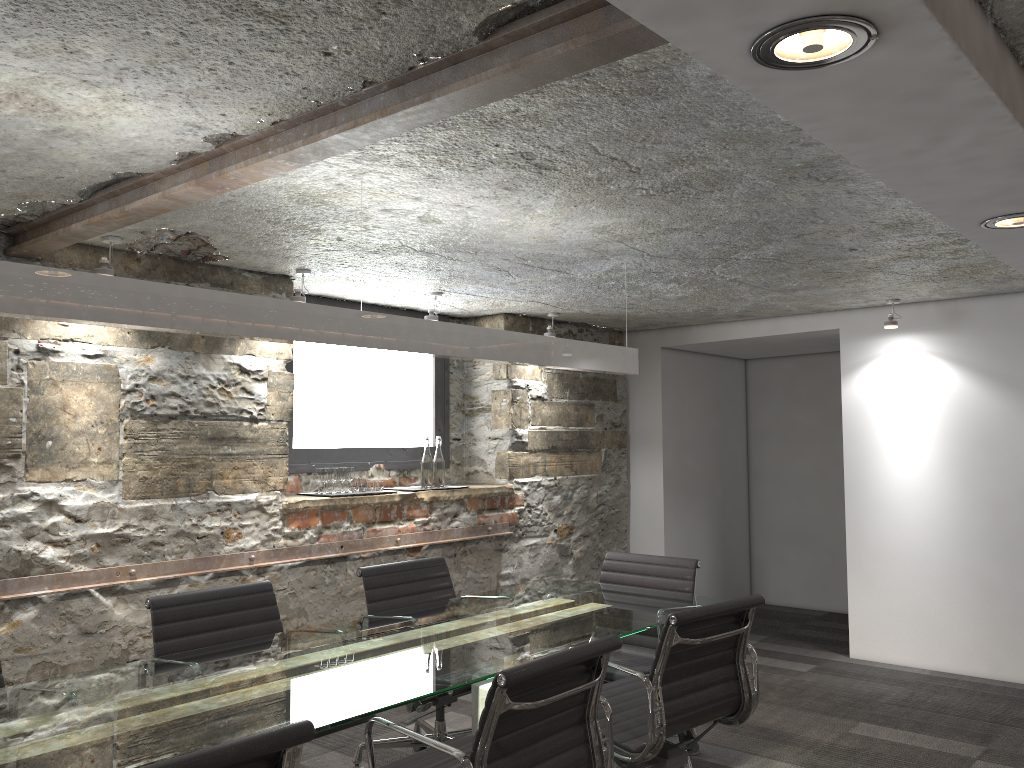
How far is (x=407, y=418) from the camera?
5.40m

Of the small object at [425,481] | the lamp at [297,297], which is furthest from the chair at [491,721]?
the small object at [425,481]

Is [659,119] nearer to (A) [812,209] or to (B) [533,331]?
(A) [812,209]

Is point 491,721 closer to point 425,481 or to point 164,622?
point 164,622

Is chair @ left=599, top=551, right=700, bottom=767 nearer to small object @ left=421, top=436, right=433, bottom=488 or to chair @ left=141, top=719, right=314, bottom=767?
small object @ left=421, top=436, right=433, bottom=488

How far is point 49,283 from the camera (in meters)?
1.99

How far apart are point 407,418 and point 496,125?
3.3m

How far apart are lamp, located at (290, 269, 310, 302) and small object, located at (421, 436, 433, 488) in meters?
1.3 m

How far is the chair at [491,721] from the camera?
2.0 meters

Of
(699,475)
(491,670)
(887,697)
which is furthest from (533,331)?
(491,670)
